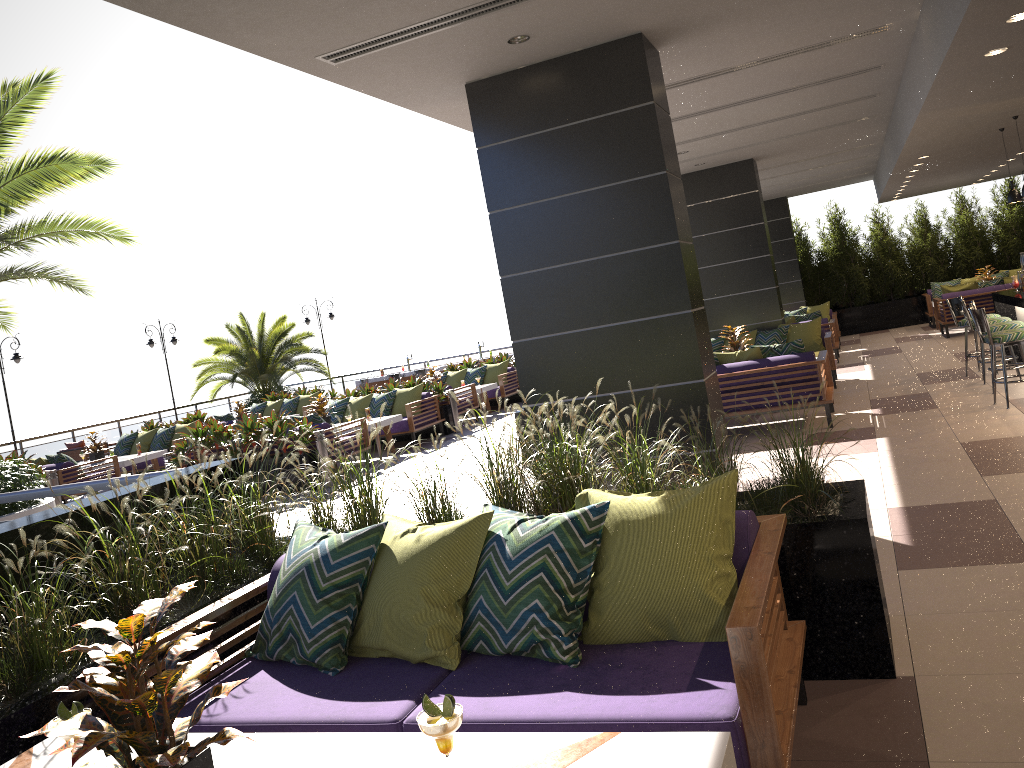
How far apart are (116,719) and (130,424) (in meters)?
20.72

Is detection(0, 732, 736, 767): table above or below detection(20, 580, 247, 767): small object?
below

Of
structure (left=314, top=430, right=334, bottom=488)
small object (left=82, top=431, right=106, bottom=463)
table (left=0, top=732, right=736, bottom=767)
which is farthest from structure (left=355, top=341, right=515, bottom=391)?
table (left=0, top=732, right=736, bottom=767)

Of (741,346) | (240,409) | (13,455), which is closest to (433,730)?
(741,346)

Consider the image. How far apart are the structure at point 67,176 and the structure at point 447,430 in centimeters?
494cm

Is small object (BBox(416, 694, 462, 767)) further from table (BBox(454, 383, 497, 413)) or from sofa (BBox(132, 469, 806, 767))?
table (BBox(454, 383, 497, 413))

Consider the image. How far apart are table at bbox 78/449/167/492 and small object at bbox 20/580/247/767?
12.9m

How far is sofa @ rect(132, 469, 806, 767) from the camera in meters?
2.5

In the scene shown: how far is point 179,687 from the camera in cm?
204

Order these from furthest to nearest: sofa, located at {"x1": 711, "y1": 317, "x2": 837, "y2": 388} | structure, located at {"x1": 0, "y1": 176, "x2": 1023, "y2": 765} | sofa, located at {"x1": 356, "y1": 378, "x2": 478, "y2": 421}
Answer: sofa, located at {"x1": 356, "y1": 378, "x2": 478, "y2": 421}
sofa, located at {"x1": 711, "y1": 317, "x2": 837, "y2": 388}
structure, located at {"x1": 0, "y1": 176, "x2": 1023, "y2": 765}
